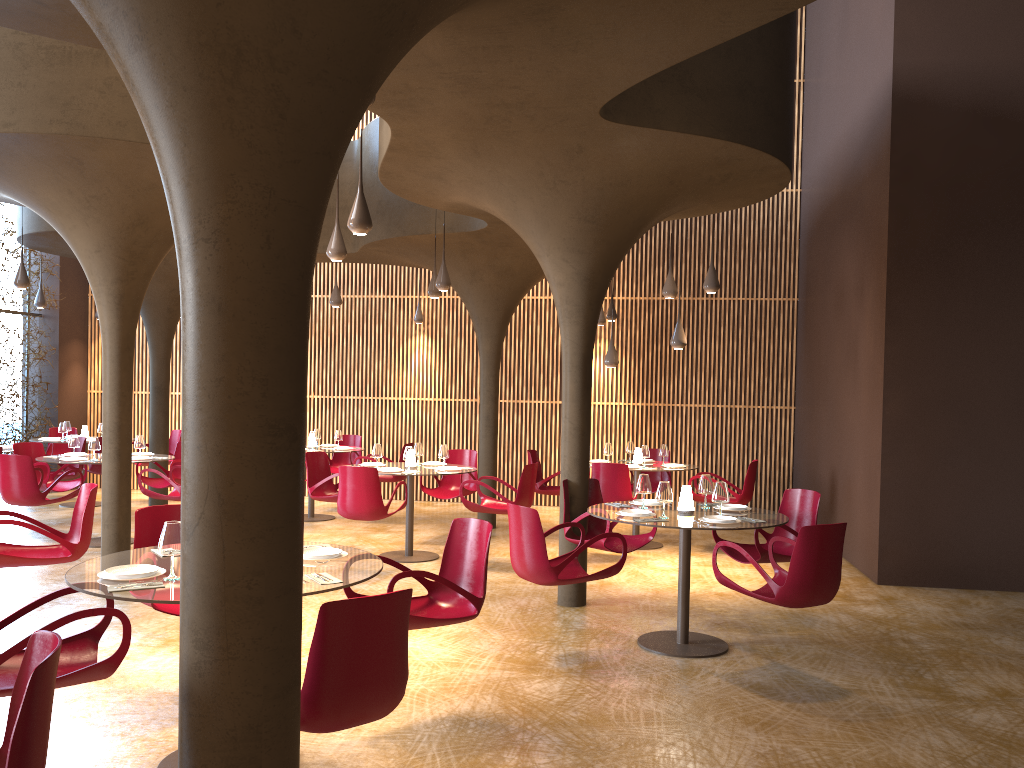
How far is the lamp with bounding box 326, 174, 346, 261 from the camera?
8.3 meters

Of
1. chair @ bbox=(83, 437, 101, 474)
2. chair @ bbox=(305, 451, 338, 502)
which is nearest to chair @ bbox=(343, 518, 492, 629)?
chair @ bbox=(305, 451, 338, 502)

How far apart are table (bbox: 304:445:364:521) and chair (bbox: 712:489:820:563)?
7.8 meters

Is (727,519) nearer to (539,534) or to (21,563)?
(539,534)

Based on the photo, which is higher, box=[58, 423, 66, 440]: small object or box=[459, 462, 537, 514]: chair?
box=[58, 423, 66, 440]: small object

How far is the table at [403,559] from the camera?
10.9 meters

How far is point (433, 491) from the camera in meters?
12.3

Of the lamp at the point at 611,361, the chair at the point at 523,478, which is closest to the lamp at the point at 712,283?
the lamp at the point at 611,361

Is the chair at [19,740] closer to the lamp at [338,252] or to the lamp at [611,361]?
the lamp at [338,252]

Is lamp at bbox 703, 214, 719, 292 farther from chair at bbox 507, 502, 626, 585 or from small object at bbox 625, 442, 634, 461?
chair at bbox 507, 502, 626, 585
